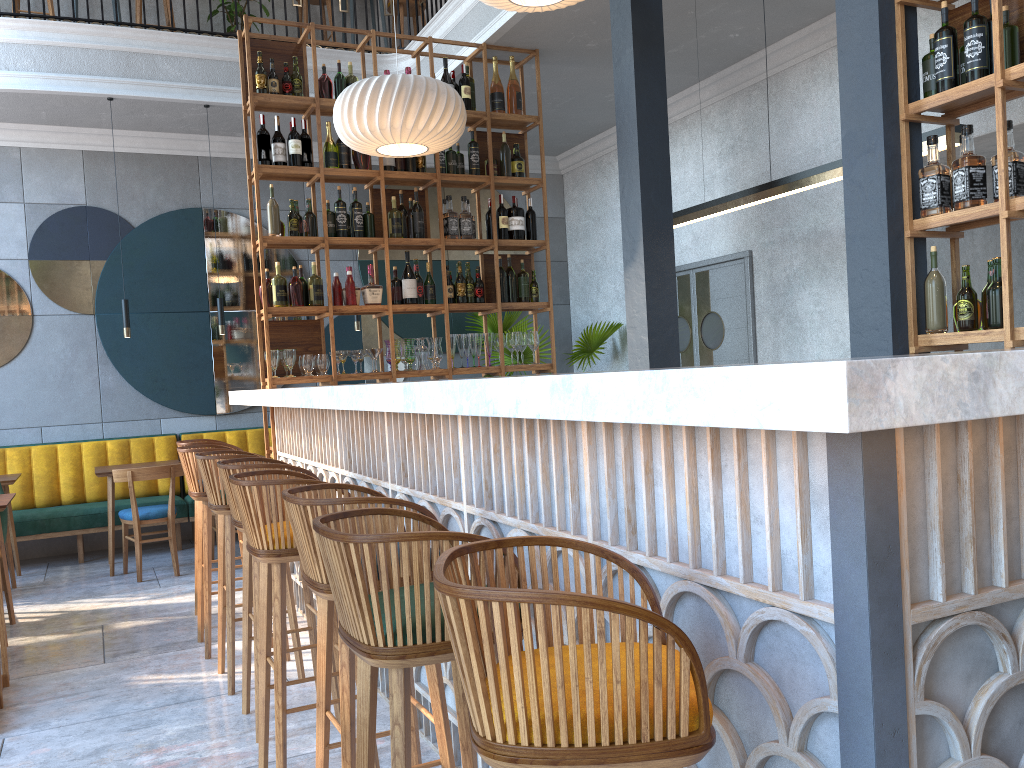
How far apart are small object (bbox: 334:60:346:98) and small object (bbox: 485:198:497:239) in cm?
127

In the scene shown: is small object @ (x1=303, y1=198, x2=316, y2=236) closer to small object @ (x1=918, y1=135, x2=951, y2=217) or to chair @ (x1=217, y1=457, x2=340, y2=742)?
chair @ (x1=217, y1=457, x2=340, y2=742)

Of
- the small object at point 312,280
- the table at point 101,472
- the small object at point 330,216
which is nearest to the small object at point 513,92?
the small object at point 330,216

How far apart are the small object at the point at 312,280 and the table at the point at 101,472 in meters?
2.1 m

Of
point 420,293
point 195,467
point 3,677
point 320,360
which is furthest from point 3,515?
point 420,293

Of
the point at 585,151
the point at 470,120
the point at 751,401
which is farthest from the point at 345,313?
the point at 751,401

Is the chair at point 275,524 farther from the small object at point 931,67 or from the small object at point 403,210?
the small object at point 403,210

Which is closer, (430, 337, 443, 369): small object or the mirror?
(430, 337, 443, 369): small object

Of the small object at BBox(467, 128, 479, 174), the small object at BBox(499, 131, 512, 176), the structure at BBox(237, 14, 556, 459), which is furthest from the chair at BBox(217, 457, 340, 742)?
the small object at BBox(499, 131, 512, 176)

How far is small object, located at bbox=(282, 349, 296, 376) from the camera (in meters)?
5.41
